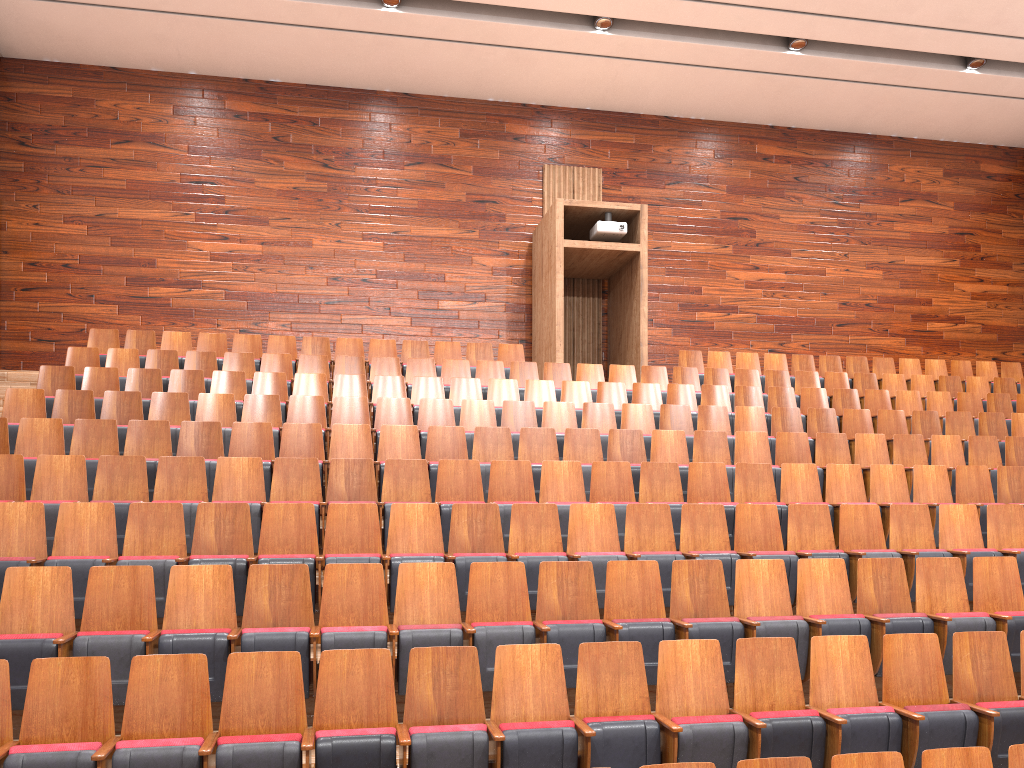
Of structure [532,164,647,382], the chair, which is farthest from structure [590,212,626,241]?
the chair

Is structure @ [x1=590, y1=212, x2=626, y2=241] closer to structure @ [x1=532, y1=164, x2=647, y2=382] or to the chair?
structure @ [x1=532, y1=164, x2=647, y2=382]

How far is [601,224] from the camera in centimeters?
111cm

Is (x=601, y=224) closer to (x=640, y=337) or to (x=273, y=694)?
(x=640, y=337)

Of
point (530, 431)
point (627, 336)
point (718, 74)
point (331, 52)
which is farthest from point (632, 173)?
point (530, 431)

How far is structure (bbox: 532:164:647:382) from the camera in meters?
1.1 m

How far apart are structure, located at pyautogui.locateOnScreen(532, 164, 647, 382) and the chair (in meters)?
0.05

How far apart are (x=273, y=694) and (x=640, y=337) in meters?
0.8 m

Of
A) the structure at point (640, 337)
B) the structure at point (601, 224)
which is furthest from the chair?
the structure at point (601, 224)

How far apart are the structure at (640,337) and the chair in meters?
0.0 m
